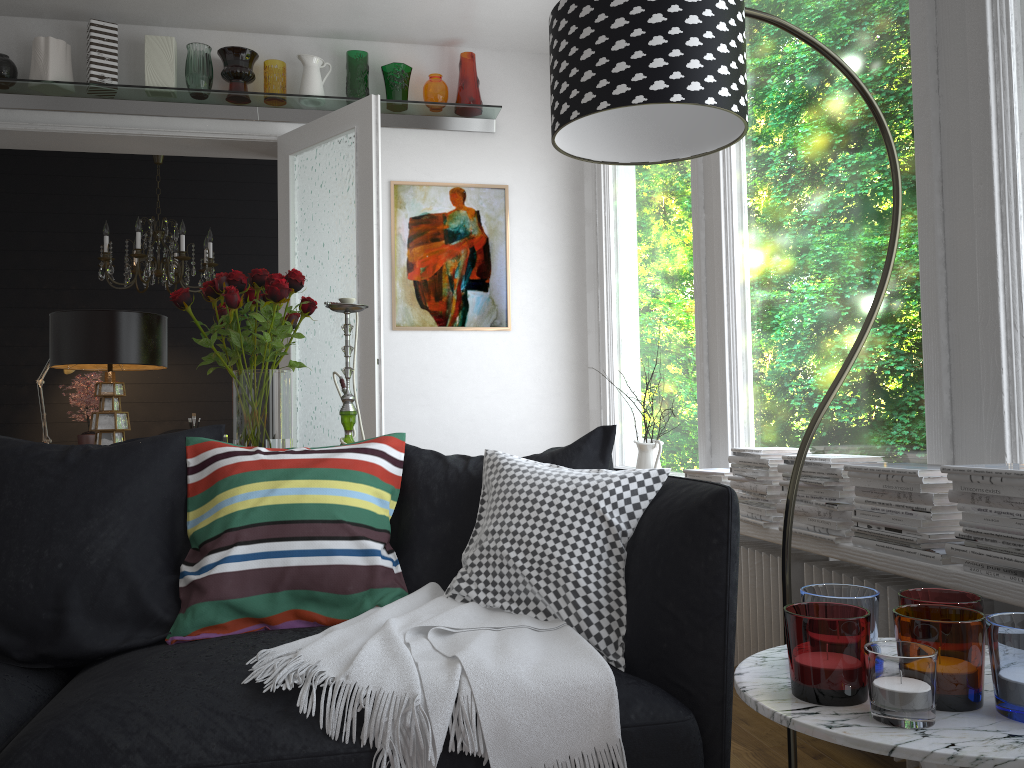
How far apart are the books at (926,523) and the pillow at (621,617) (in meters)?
0.61

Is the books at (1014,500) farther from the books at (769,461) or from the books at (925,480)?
the books at (769,461)

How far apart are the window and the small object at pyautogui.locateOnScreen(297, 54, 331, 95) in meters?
1.6 m

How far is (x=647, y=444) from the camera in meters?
3.8

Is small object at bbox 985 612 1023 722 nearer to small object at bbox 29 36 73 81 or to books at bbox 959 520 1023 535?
books at bbox 959 520 1023 535

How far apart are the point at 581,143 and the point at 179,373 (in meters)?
5.47

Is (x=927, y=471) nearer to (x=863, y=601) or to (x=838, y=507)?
(x=838, y=507)

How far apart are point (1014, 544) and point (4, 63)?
4.9 meters

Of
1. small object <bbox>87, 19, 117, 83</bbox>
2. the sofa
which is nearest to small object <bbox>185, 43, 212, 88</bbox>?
small object <bbox>87, 19, 117, 83</bbox>

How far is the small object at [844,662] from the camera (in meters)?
1.17
